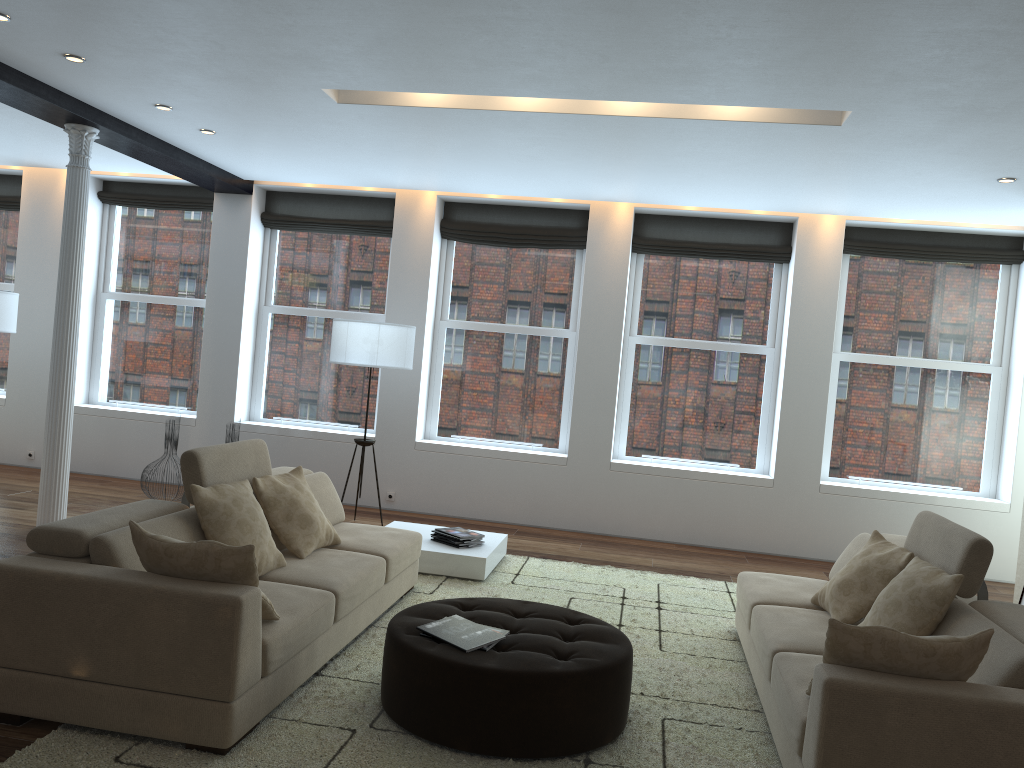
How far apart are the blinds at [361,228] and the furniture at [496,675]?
5.2m

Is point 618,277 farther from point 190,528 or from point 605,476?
point 190,528

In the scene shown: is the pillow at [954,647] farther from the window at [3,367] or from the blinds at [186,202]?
the window at [3,367]

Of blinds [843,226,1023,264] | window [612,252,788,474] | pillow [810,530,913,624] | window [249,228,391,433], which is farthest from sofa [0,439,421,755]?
blinds [843,226,1023,264]

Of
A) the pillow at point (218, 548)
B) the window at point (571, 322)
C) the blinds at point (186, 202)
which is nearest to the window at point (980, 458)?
the window at point (571, 322)

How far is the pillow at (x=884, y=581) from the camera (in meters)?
4.12

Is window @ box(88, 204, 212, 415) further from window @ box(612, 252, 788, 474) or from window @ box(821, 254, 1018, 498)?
window @ box(821, 254, 1018, 498)

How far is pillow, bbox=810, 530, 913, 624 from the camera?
4.1 meters

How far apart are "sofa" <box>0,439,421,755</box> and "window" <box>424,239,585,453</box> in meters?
3.0 m

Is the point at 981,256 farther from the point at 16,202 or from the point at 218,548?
the point at 16,202
